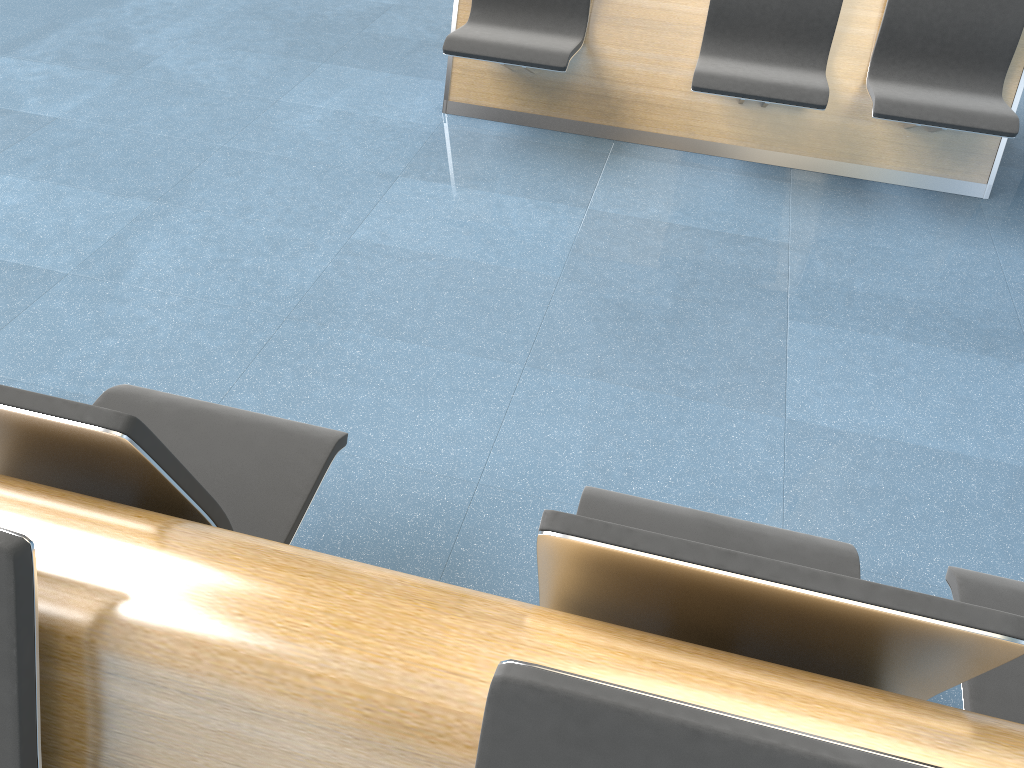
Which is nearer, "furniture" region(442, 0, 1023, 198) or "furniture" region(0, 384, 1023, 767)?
"furniture" region(0, 384, 1023, 767)

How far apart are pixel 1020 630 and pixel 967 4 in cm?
317

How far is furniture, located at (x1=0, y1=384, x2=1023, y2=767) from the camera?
0.8m

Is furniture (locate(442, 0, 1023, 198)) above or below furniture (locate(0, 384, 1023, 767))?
below

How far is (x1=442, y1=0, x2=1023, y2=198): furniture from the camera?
3.3m

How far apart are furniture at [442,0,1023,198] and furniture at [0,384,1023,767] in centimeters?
214cm

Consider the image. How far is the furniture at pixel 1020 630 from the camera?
0.85m

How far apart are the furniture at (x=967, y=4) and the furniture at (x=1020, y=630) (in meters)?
2.14
